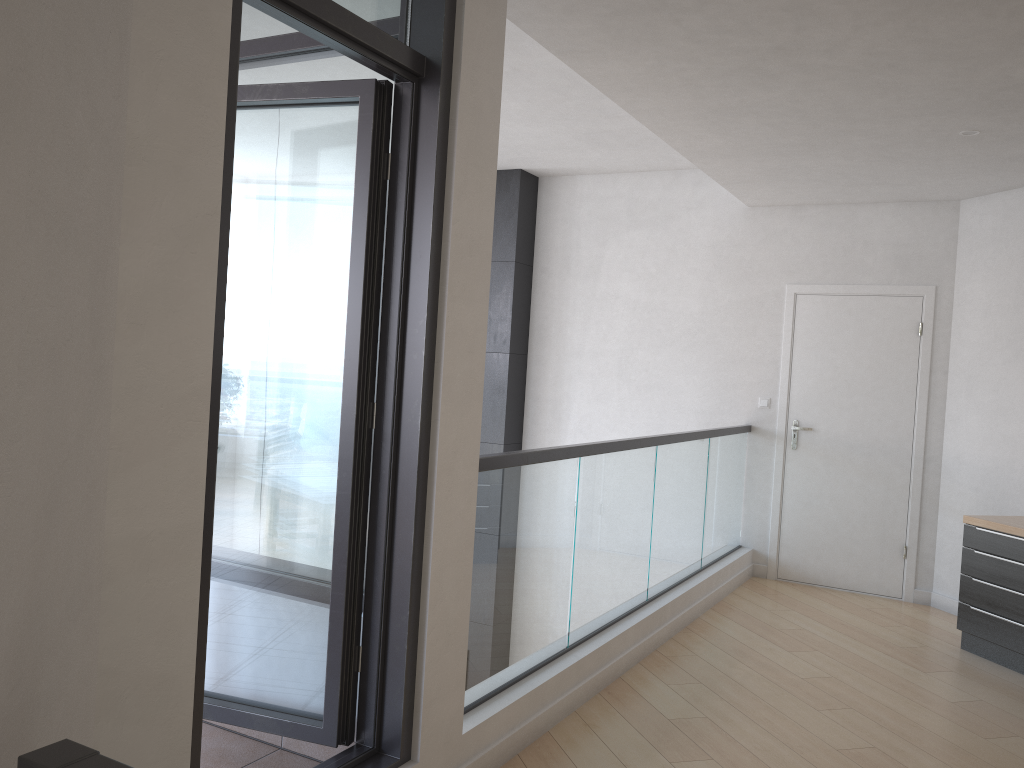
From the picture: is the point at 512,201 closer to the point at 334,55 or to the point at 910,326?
the point at 910,326

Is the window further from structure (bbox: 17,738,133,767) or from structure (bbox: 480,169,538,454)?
structure (bbox: 480,169,538,454)

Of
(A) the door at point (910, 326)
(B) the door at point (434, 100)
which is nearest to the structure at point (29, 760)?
(B) the door at point (434, 100)

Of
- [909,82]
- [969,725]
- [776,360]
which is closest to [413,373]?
[909,82]

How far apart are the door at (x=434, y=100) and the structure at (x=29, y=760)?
1.04m

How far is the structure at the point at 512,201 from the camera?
7.1 meters

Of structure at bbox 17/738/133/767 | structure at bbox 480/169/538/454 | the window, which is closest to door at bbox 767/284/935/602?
structure at bbox 480/169/538/454

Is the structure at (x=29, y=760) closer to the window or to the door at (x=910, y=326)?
the window

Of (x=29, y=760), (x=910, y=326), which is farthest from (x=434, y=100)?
(x=910, y=326)

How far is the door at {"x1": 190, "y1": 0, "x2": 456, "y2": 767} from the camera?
2.6 meters
